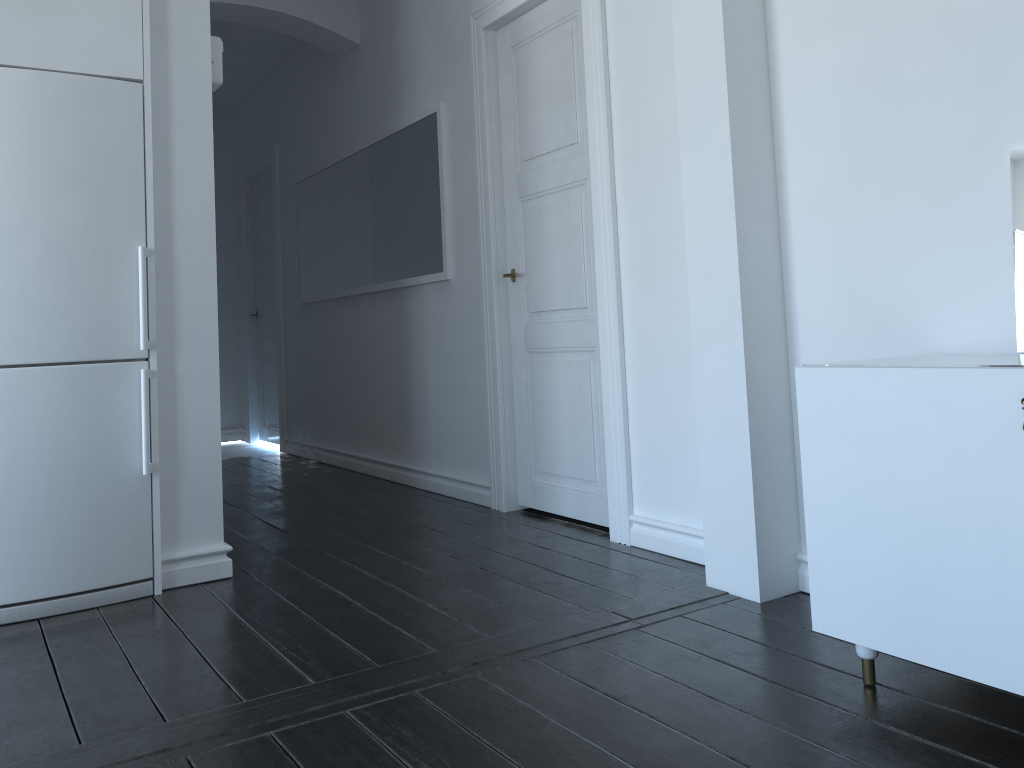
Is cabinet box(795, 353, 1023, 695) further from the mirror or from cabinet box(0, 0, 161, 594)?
cabinet box(0, 0, 161, 594)

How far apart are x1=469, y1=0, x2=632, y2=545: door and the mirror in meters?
1.5 m

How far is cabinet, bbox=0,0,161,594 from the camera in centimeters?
288cm

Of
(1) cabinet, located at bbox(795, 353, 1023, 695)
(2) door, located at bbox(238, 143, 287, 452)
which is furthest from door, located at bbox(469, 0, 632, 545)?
(2) door, located at bbox(238, 143, 287, 452)

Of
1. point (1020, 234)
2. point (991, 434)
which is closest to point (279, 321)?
point (1020, 234)

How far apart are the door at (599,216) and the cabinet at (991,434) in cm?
110

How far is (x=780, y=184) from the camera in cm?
277

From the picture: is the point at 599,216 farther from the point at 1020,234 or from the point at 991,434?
the point at 991,434

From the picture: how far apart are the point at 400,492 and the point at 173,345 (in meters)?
2.00

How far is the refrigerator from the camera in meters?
2.9 m
